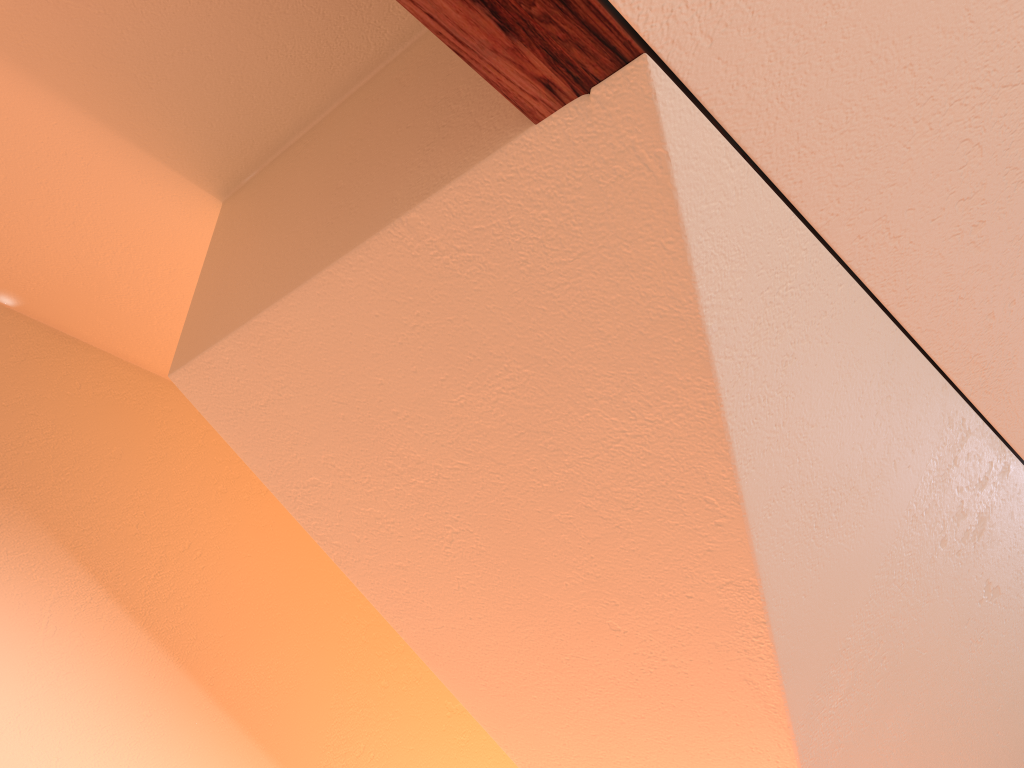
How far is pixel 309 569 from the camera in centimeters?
194cm
